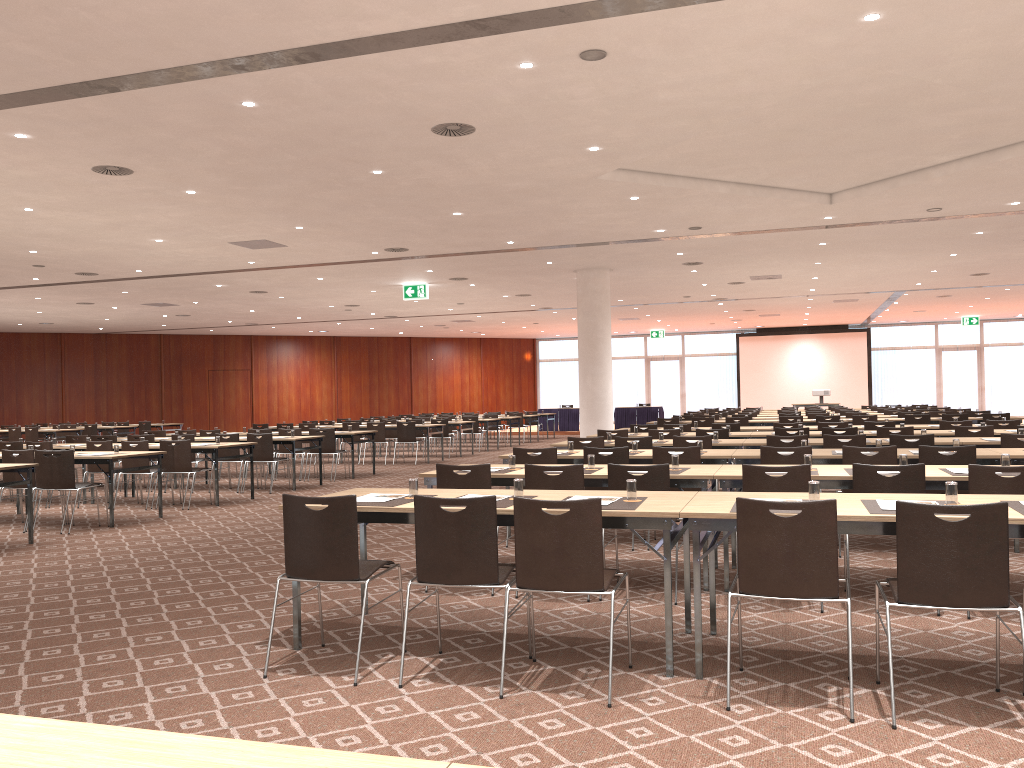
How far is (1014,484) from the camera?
5.44m

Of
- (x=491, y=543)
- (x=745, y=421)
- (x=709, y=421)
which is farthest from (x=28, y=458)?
(x=745, y=421)

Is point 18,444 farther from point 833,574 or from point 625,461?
point 833,574

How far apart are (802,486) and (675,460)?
1.2m

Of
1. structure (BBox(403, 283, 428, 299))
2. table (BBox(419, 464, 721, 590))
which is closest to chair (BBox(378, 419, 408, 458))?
structure (BBox(403, 283, 428, 299))

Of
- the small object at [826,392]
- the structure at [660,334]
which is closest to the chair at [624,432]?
the small object at [826,392]

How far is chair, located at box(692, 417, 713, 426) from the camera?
17.3 meters

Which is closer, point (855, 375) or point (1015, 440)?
point (1015, 440)

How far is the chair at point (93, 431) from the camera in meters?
24.1

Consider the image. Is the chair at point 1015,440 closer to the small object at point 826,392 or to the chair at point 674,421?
the chair at point 674,421
